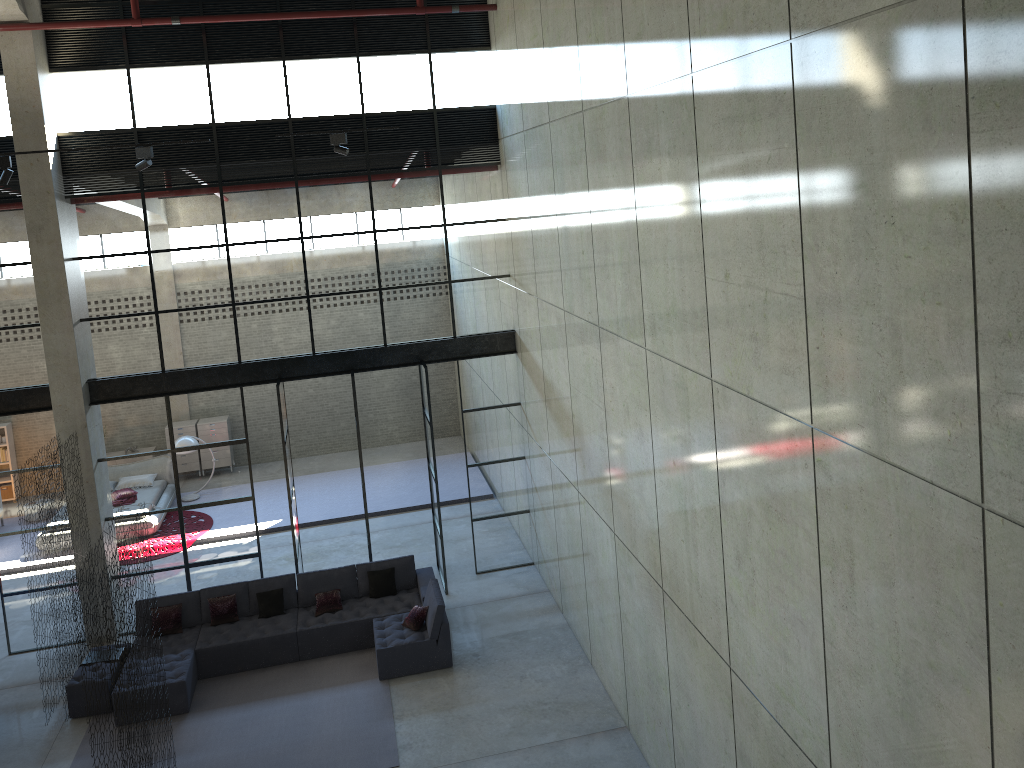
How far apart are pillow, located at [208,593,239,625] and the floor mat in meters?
0.8

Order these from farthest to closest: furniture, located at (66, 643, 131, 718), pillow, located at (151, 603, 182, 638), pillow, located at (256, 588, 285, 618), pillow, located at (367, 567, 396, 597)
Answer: pillow, located at (367, 567, 396, 597), pillow, located at (256, 588, 285, 618), pillow, located at (151, 603, 182, 638), furniture, located at (66, 643, 131, 718)

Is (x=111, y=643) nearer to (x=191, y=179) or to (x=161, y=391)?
(x=161, y=391)

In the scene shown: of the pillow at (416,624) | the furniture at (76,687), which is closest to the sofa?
the pillow at (416,624)

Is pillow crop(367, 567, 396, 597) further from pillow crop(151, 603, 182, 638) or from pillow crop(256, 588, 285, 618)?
pillow crop(151, 603, 182, 638)

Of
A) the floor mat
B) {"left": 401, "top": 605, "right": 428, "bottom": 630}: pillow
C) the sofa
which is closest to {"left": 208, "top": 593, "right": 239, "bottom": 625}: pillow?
the sofa

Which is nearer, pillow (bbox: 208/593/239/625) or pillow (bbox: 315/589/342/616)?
pillow (bbox: 208/593/239/625)

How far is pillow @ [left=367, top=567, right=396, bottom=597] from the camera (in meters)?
13.03

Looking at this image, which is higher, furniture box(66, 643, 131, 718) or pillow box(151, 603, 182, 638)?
pillow box(151, 603, 182, 638)

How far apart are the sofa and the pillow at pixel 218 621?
0.1 meters
